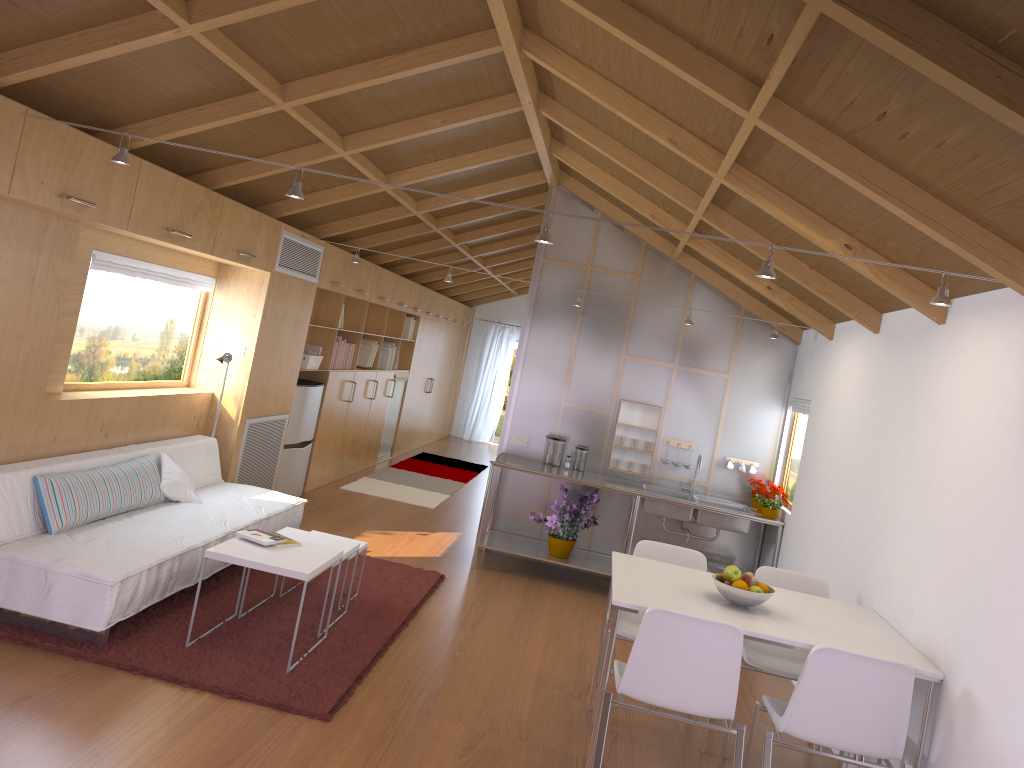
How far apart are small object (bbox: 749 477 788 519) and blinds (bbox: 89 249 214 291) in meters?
4.1

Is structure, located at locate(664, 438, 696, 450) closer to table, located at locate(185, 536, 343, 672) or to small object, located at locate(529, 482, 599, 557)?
small object, located at locate(529, 482, 599, 557)

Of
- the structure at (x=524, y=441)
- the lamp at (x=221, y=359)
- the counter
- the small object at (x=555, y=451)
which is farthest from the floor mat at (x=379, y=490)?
the lamp at (x=221, y=359)

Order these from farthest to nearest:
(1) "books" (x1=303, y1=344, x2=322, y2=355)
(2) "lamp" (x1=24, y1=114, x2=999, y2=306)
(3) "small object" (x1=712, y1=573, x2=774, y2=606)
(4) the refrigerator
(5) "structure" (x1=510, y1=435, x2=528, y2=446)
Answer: (1) "books" (x1=303, y1=344, x2=322, y2=355)
(4) the refrigerator
(5) "structure" (x1=510, y1=435, x2=528, y2=446)
(3) "small object" (x1=712, y1=573, x2=774, y2=606)
(2) "lamp" (x1=24, y1=114, x2=999, y2=306)

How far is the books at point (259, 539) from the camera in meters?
4.3 m

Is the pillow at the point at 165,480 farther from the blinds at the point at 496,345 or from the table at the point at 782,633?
the blinds at the point at 496,345

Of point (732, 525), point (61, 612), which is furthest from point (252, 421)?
point (732, 525)

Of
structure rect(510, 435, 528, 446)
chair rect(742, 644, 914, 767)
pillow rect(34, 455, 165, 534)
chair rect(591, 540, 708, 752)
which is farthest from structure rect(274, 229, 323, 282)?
chair rect(742, 644, 914, 767)

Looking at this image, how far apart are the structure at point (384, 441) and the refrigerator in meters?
2.7

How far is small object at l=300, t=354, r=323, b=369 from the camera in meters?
7.4 m
